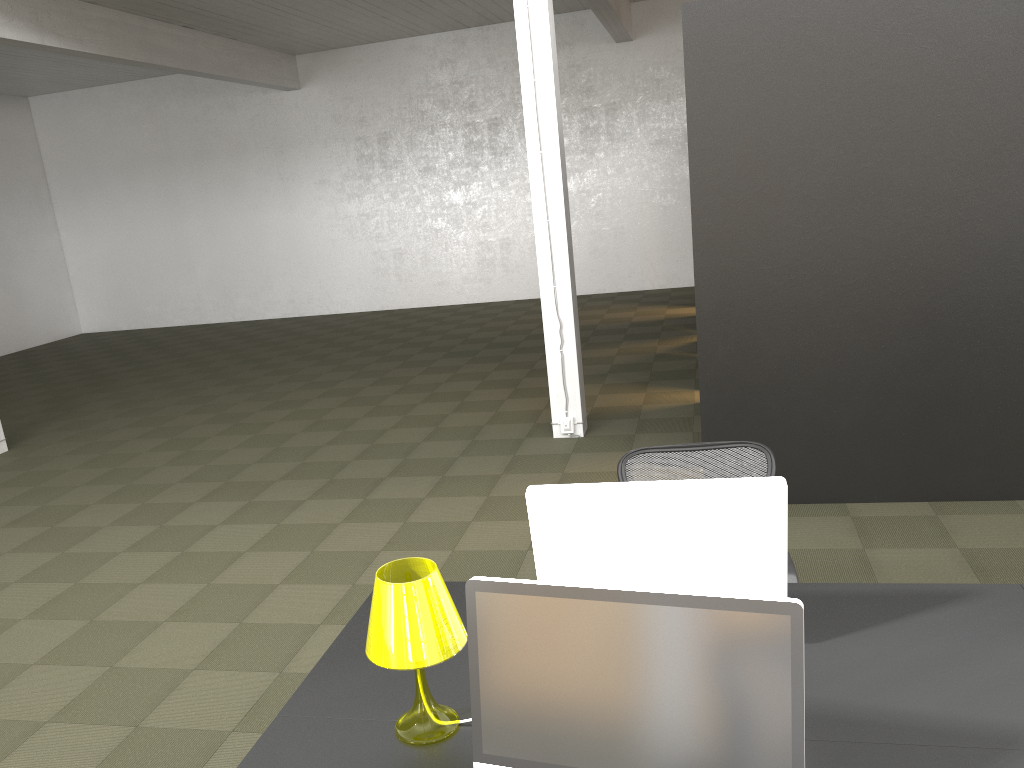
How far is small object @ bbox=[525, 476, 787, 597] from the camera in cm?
220

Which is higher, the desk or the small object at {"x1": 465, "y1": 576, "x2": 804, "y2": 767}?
the small object at {"x1": 465, "y1": 576, "x2": 804, "y2": 767}

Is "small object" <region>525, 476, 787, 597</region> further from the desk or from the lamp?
the lamp

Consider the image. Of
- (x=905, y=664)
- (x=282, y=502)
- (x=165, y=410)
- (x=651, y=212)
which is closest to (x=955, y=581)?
(x=905, y=664)

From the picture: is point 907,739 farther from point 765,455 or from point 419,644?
point 765,455

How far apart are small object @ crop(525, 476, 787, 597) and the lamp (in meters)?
0.31

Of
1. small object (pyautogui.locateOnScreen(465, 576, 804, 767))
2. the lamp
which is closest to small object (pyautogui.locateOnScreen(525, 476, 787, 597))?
the lamp

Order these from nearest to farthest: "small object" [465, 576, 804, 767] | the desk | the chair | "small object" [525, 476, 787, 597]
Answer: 1. "small object" [465, 576, 804, 767]
2. the desk
3. "small object" [525, 476, 787, 597]
4. the chair

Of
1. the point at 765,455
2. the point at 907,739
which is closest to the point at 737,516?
the point at 907,739

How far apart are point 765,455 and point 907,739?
1.47m
